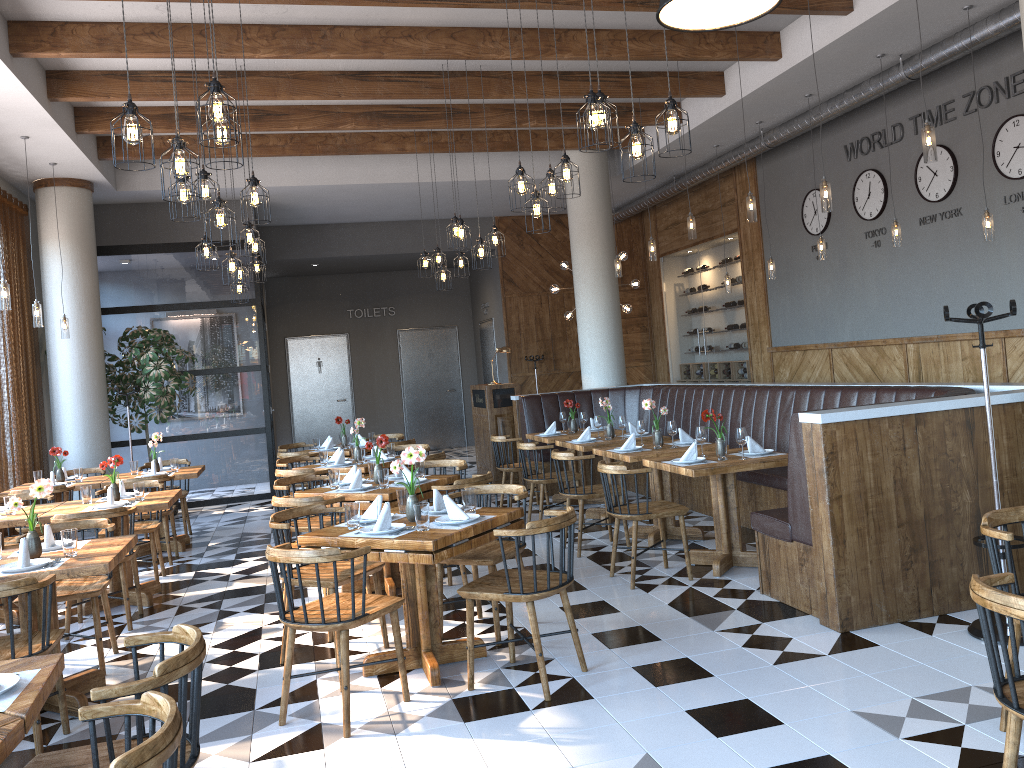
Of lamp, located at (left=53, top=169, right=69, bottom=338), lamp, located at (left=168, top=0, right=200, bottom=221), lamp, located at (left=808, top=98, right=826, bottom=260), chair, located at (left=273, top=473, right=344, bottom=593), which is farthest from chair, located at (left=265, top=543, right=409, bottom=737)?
lamp, located at (left=808, top=98, right=826, bottom=260)

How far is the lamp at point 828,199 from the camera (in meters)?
6.53

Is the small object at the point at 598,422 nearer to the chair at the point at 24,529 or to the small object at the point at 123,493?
the small object at the point at 123,493

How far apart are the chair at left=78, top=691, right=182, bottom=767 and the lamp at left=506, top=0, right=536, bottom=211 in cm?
439

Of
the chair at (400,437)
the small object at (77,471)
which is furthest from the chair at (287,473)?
the chair at (400,437)

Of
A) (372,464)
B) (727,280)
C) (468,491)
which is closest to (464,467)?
(372,464)

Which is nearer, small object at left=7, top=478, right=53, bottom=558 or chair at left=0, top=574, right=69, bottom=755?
chair at left=0, top=574, right=69, bottom=755

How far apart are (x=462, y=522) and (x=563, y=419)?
5.2m

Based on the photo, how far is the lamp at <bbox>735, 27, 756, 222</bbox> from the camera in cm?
756

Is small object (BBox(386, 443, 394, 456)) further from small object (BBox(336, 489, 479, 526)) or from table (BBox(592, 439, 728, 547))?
small object (BBox(336, 489, 479, 526))
